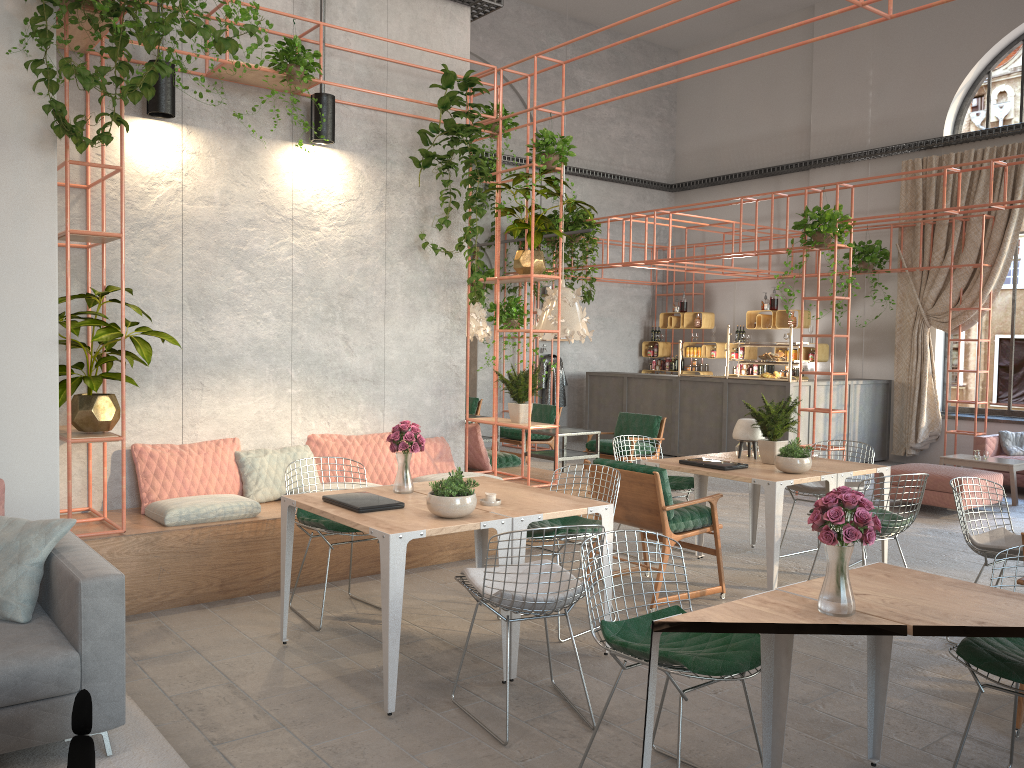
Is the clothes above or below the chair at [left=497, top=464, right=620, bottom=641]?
above

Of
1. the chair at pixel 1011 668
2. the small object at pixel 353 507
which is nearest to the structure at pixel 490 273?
the small object at pixel 353 507

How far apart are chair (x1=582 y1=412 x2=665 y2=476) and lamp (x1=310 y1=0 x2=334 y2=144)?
4.6m

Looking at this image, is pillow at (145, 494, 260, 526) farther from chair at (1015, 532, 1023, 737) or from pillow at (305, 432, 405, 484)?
chair at (1015, 532, 1023, 737)

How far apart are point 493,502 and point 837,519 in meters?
2.2 m

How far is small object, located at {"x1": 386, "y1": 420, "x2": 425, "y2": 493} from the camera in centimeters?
495cm

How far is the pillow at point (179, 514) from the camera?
5.7 meters

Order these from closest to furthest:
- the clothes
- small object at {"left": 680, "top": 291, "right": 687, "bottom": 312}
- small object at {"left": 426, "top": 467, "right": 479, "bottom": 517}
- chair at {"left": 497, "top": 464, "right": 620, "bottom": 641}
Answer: small object at {"left": 426, "top": 467, "right": 479, "bottom": 517}, chair at {"left": 497, "top": 464, "right": 620, "bottom": 641}, the clothes, small object at {"left": 680, "top": 291, "right": 687, "bottom": 312}

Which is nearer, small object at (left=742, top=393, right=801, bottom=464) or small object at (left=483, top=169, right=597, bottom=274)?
small object at (left=742, top=393, right=801, bottom=464)

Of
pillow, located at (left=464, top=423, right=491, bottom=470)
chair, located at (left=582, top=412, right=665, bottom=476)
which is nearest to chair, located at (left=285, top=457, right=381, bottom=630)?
pillow, located at (left=464, top=423, right=491, bottom=470)
